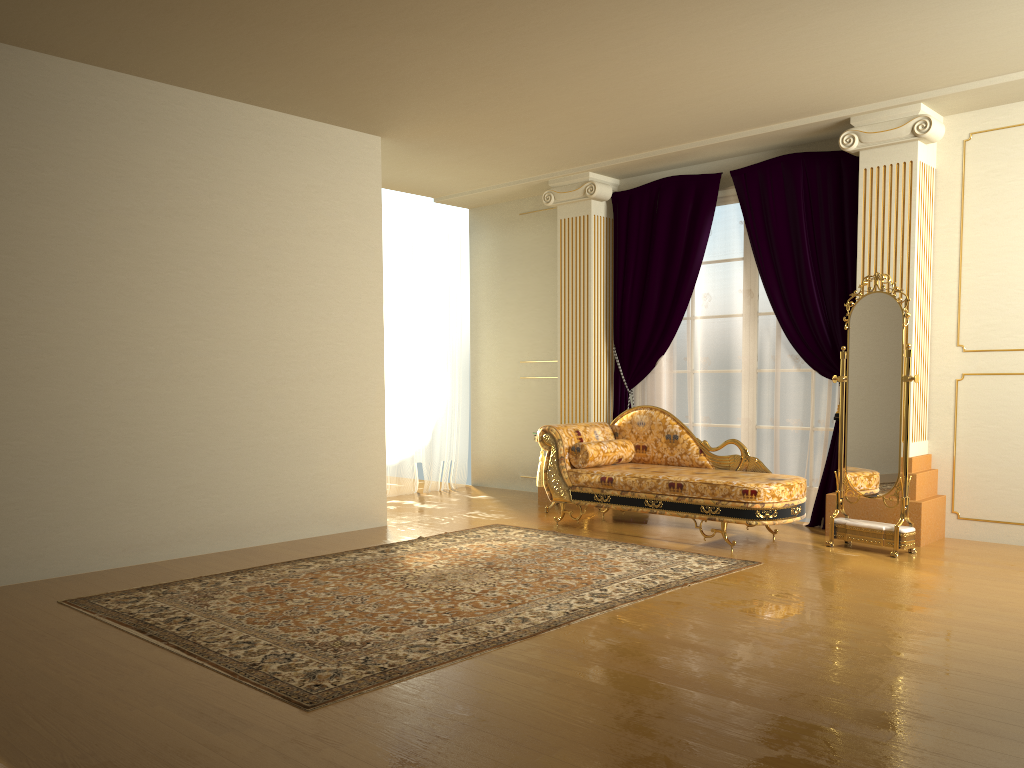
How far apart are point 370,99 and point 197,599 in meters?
3.2 m

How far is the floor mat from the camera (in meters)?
3.27

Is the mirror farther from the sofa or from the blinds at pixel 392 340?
the blinds at pixel 392 340

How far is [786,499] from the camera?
5.3m

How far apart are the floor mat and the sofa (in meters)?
0.33

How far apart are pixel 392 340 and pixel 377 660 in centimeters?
502cm

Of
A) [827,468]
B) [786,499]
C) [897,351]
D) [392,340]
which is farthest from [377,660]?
[392,340]

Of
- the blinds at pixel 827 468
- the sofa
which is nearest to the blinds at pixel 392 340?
the blinds at pixel 827 468

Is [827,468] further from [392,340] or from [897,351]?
[392,340]

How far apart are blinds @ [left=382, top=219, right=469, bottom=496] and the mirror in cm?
398
